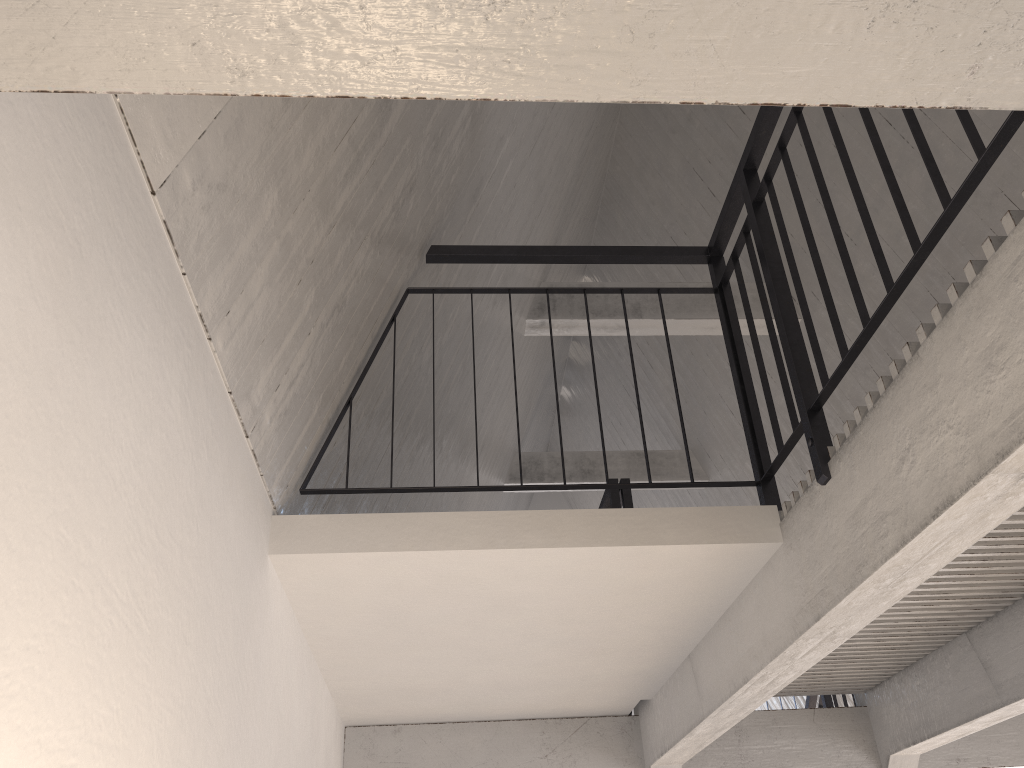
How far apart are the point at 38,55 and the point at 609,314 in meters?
5.8 m

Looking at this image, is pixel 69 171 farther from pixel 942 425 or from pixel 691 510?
pixel 691 510

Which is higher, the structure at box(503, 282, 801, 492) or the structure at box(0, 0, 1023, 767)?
the structure at box(503, 282, 801, 492)

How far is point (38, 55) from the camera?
0.69m

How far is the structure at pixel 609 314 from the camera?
6.36m

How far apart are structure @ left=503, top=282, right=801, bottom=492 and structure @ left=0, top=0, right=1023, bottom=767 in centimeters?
191cm

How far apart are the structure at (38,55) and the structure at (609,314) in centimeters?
191cm

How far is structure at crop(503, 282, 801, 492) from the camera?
6.36m

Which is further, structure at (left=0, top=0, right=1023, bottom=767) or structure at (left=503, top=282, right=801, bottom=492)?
structure at (left=503, top=282, right=801, bottom=492)
